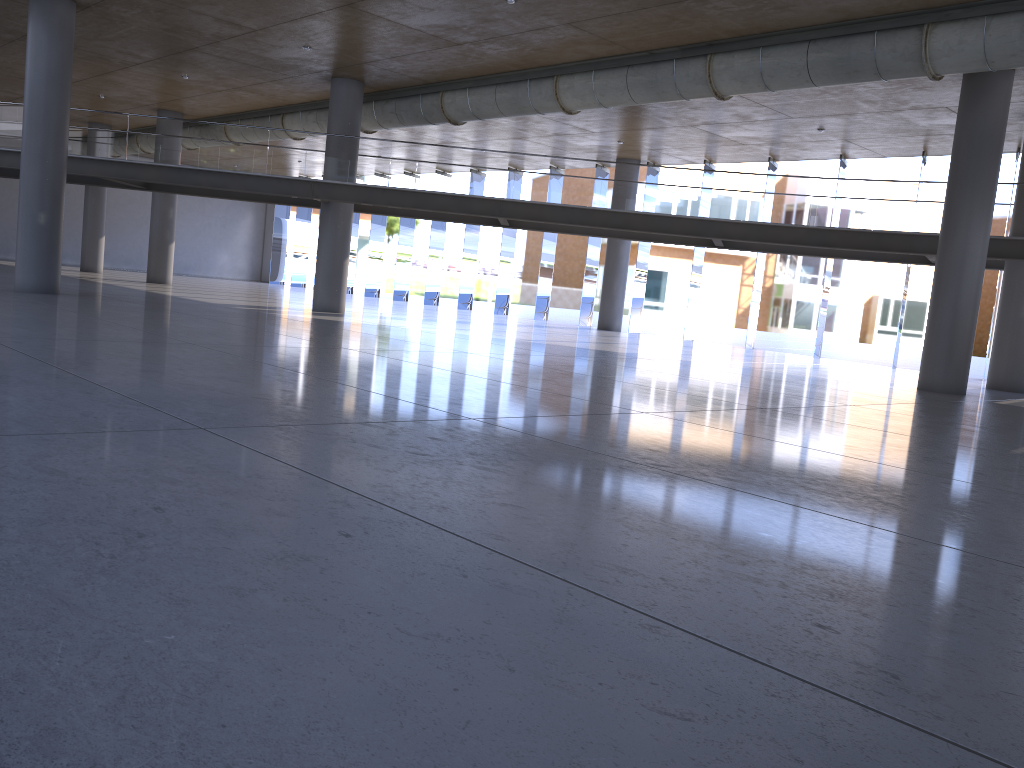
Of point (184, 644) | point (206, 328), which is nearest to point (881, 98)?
point (206, 328)

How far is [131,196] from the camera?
43.38m
